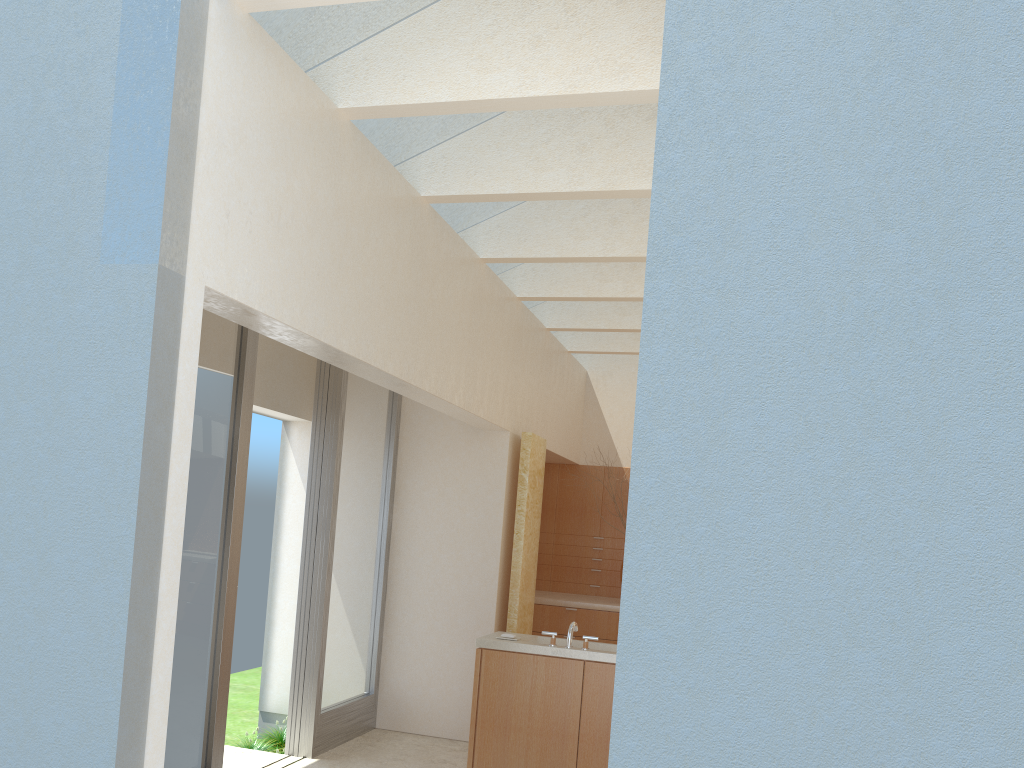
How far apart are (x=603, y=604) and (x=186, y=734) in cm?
1039

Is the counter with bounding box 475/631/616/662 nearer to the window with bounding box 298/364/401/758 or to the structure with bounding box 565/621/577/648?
the structure with bounding box 565/621/577/648

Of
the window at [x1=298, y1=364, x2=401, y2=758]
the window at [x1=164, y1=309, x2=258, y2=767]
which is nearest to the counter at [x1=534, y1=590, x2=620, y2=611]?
the window at [x1=298, y1=364, x2=401, y2=758]

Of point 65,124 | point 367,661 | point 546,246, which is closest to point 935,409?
point 65,124

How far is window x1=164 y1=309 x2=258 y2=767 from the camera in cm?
1068

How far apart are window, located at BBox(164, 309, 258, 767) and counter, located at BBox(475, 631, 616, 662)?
3.5 meters

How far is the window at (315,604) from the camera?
13.9 meters

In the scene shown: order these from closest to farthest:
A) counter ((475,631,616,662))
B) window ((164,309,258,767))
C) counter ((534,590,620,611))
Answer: window ((164,309,258,767)) → counter ((475,631,616,662)) → counter ((534,590,620,611))

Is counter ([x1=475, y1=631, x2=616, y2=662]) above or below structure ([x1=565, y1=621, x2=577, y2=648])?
below

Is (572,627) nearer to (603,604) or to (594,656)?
(594,656)
